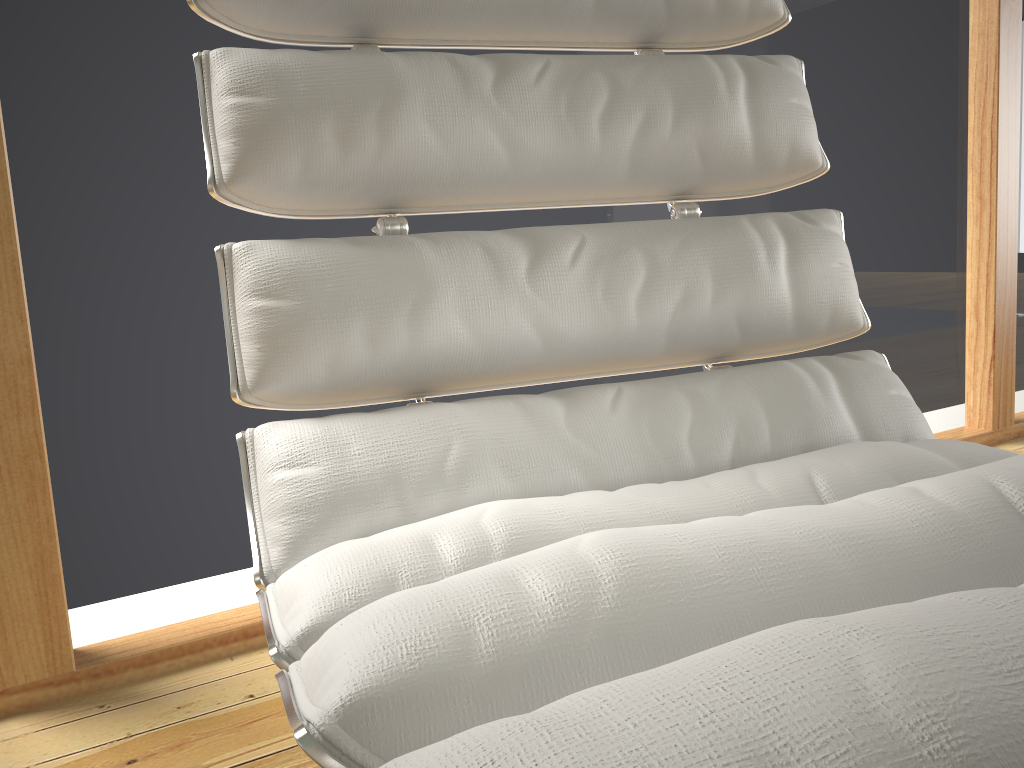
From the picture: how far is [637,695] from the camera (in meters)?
0.24

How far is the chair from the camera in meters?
0.2

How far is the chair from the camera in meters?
0.2
